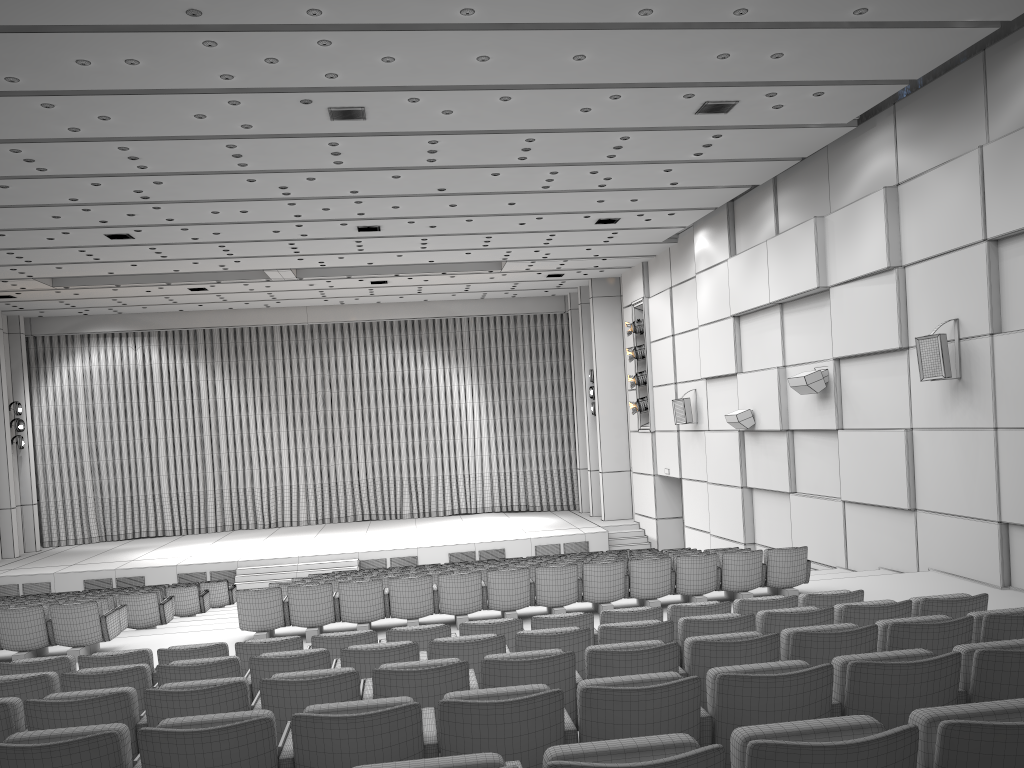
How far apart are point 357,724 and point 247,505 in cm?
2529

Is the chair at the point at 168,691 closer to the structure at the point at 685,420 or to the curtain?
the structure at the point at 685,420

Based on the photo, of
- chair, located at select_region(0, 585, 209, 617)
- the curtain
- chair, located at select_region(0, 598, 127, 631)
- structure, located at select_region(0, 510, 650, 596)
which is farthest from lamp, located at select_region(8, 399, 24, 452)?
chair, located at select_region(0, 598, 127, 631)

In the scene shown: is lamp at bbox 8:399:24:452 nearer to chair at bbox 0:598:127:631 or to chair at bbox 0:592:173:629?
chair at bbox 0:592:173:629

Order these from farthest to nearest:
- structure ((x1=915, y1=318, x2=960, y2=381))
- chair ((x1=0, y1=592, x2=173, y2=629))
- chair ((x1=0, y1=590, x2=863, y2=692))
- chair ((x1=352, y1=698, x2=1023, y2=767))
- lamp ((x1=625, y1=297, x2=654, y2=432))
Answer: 1. lamp ((x1=625, y1=297, x2=654, y2=432))
2. chair ((x1=0, y1=592, x2=173, y2=629))
3. structure ((x1=915, y1=318, x2=960, y2=381))
4. chair ((x1=0, y1=590, x2=863, y2=692))
5. chair ((x1=352, y1=698, x2=1023, y2=767))

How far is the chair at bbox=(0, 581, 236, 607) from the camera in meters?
15.8

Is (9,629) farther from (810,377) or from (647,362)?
(647,362)

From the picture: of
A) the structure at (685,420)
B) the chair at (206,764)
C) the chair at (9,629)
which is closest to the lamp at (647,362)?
the structure at (685,420)

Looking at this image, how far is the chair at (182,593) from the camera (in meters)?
13.59

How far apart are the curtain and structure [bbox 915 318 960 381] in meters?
17.0 m
